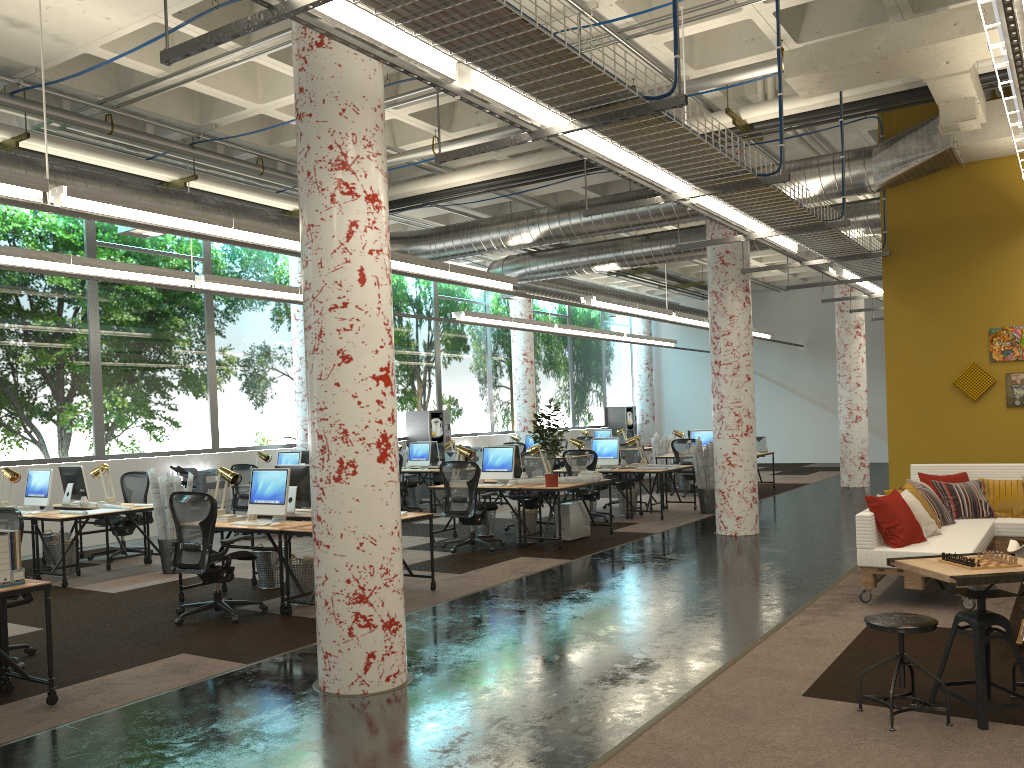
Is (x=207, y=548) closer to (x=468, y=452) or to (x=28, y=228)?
(x=468, y=452)

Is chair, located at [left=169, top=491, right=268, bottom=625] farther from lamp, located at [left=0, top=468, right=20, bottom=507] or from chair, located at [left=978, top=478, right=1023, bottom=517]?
chair, located at [left=978, top=478, right=1023, bottom=517]

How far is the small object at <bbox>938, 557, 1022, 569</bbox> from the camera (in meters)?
4.34

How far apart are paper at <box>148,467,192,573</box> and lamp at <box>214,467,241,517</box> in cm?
173

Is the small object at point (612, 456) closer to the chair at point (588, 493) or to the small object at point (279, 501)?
the chair at point (588, 493)

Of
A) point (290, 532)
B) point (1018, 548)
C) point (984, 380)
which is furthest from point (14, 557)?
point (984, 380)

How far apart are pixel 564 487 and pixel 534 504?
1.9 meters

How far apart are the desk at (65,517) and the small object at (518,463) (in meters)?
4.54

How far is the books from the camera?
5.1 meters

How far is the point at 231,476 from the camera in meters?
8.1 m
